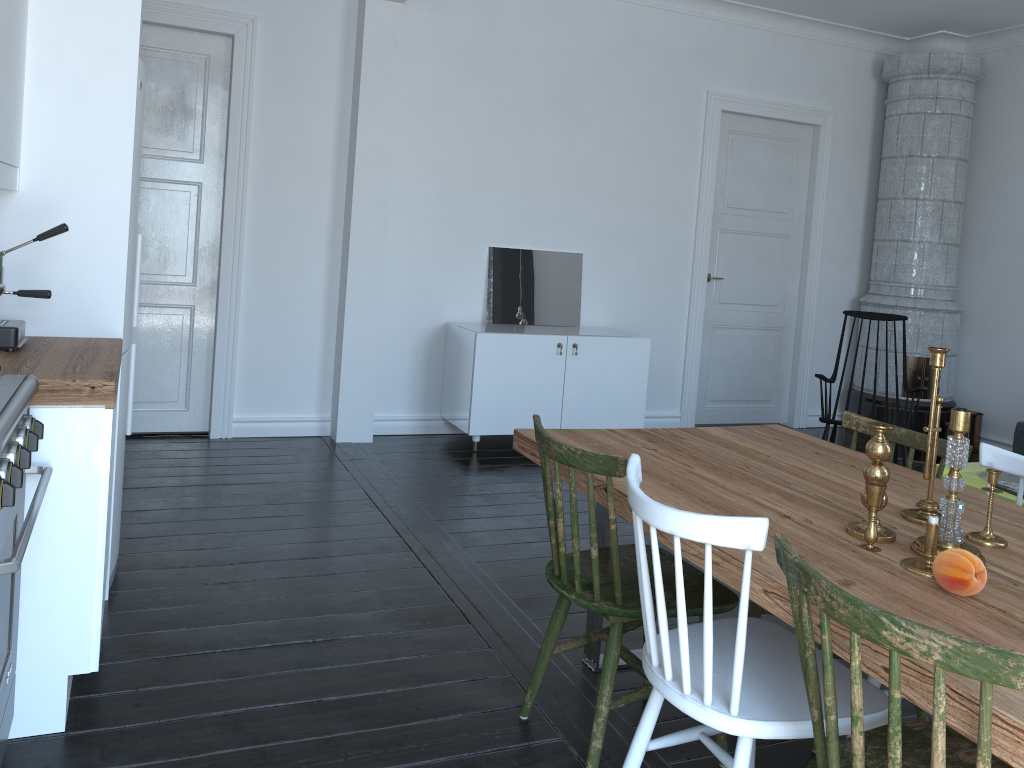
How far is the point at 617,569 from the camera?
2.1m

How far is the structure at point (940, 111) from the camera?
6.3 meters

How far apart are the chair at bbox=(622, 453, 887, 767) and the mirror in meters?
3.8 m

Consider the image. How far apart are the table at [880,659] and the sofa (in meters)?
2.83

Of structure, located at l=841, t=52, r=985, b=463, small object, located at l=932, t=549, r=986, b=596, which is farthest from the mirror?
small object, located at l=932, t=549, r=986, b=596

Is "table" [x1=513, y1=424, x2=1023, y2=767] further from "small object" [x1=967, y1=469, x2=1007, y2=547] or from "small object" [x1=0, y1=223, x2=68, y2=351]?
"small object" [x1=0, y1=223, x2=68, y2=351]

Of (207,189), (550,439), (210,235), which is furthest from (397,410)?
(550,439)

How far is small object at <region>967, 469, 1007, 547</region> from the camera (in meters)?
1.95

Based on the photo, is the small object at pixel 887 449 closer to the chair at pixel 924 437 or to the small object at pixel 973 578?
the small object at pixel 973 578

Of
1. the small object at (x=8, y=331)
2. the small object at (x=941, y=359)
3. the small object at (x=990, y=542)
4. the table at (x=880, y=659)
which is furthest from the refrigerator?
the small object at (x=990, y=542)
